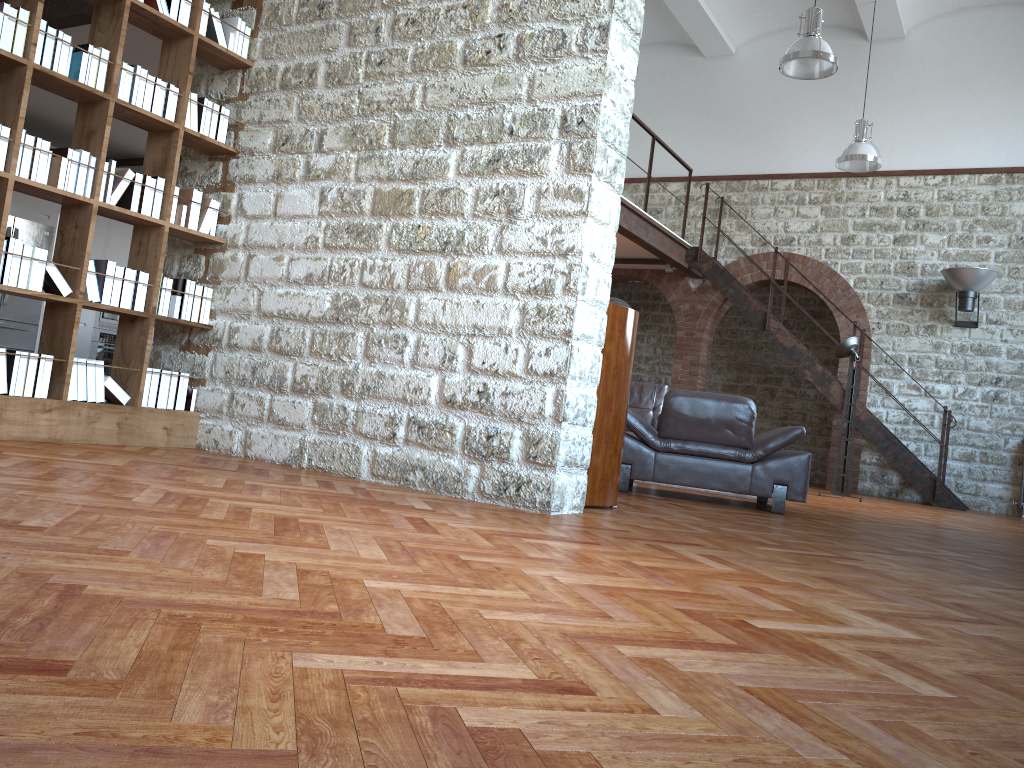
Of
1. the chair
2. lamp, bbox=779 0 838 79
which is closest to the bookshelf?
the chair

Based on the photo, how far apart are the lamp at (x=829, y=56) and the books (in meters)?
5.22

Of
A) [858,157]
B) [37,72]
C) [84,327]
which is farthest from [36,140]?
[858,157]

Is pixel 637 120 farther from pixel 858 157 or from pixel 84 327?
pixel 84 327

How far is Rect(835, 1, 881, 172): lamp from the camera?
10.8m

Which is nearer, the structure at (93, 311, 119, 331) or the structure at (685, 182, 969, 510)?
the structure at (93, 311, 119, 331)

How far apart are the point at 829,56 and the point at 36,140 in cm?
680

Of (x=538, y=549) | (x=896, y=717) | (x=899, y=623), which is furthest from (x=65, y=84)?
(x=896, y=717)

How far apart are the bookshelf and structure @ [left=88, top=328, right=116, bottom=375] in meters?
5.7 m

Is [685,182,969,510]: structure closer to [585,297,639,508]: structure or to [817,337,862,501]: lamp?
[817,337,862,501]: lamp
